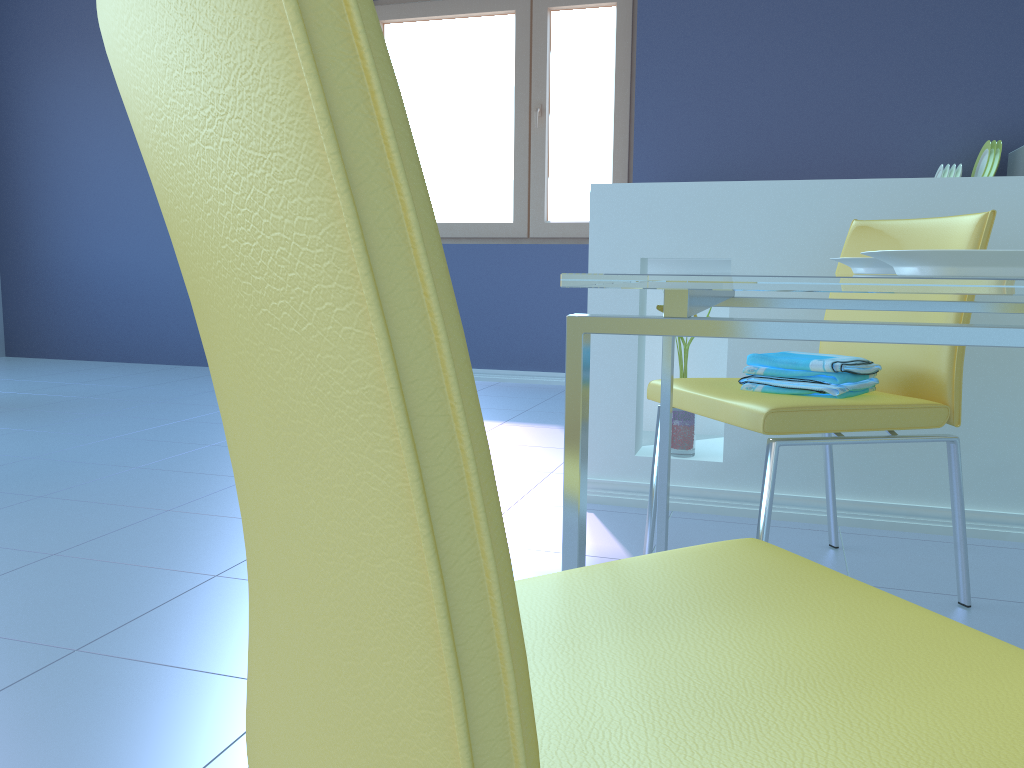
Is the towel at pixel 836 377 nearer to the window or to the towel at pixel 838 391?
the towel at pixel 838 391

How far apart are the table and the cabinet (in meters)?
0.79

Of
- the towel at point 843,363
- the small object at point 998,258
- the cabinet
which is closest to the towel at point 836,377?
the towel at point 843,363

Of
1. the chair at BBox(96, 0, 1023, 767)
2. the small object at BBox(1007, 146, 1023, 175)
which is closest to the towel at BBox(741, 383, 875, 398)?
the chair at BBox(96, 0, 1023, 767)

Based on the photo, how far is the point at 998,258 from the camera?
0.67m

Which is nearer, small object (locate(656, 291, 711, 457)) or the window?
small object (locate(656, 291, 711, 457))

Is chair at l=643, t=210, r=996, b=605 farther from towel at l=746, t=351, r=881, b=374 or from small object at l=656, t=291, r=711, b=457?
small object at l=656, t=291, r=711, b=457

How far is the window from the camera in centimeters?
431cm

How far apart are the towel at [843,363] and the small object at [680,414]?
0.55m

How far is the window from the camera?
4.3m
